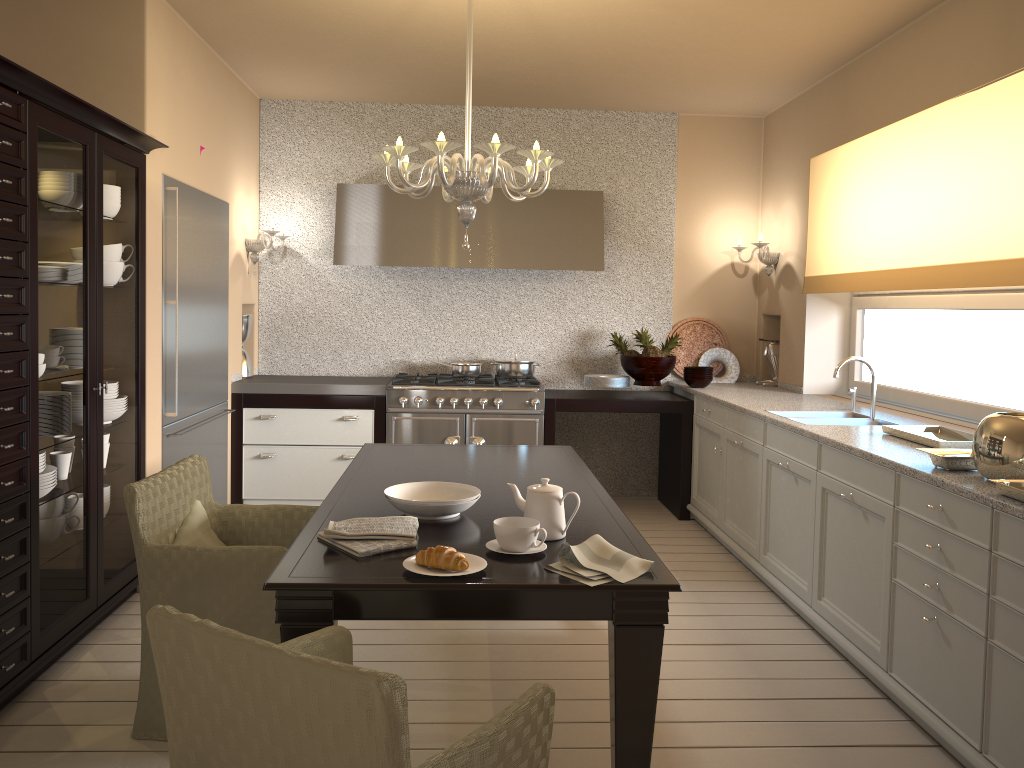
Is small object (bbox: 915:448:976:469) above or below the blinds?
below

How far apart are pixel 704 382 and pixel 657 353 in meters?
0.3 m

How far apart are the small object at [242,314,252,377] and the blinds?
3.4m

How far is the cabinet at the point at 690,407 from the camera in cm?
532

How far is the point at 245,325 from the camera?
5.5 meters

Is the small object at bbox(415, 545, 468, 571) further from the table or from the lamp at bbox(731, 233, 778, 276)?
the lamp at bbox(731, 233, 778, 276)

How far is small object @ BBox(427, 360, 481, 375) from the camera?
5.5m

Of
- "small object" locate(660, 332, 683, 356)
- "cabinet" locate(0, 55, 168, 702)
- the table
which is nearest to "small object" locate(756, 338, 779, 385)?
"small object" locate(660, 332, 683, 356)

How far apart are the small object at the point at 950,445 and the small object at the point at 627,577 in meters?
1.6

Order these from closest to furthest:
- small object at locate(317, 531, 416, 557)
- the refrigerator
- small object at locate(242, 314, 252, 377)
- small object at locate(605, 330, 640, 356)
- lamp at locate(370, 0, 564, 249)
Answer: small object at locate(317, 531, 416, 557) → lamp at locate(370, 0, 564, 249) → the refrigerator → small object at locate(242, 314, 252, 377) → small object at locate(605, 330, 640, 356)
